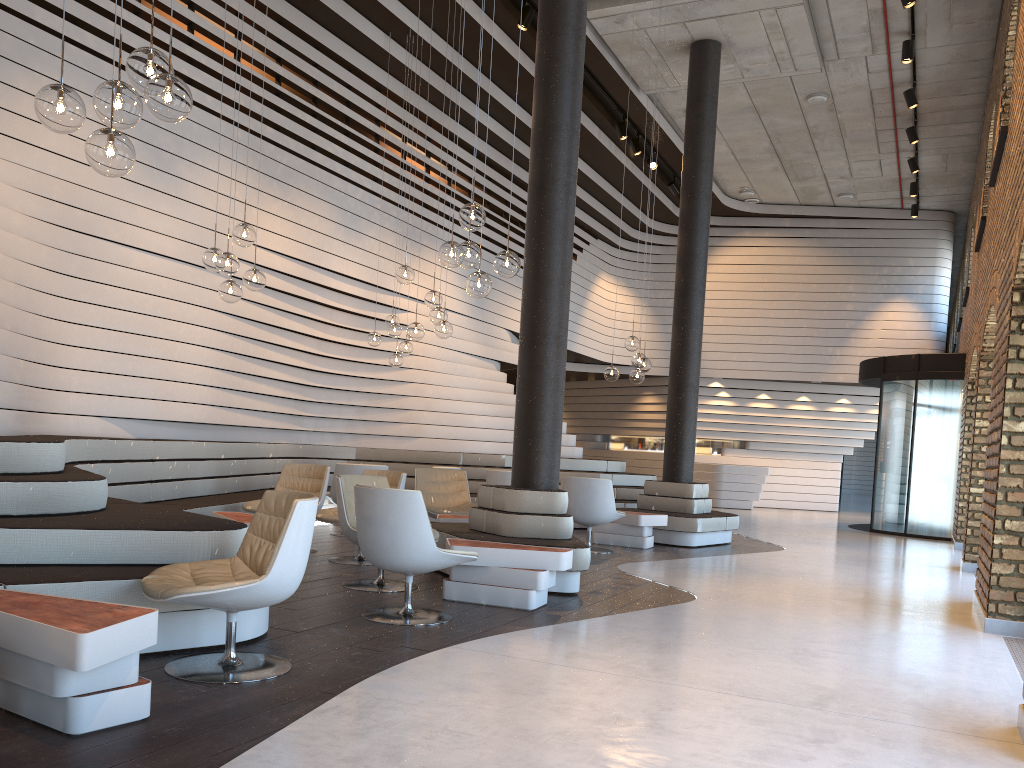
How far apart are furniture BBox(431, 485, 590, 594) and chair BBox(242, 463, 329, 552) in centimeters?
122cm

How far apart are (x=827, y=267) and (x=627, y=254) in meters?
4.1 m

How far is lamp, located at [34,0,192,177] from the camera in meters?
3.2 m

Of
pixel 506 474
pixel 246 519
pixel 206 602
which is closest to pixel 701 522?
pixel 506 474

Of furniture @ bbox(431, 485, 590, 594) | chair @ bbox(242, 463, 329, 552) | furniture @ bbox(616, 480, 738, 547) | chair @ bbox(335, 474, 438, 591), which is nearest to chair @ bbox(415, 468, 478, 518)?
chair @ bbox(242, 463, 329, 552)

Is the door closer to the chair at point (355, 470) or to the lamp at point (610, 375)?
the lamp at point (610, 375)

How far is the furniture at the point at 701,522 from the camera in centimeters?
984cm

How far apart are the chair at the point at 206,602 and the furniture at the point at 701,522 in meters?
6.6

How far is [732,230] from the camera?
18.4 meters

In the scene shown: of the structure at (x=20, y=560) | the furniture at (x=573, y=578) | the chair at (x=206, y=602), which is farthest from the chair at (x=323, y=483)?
the chair at (x=206, y=602)
